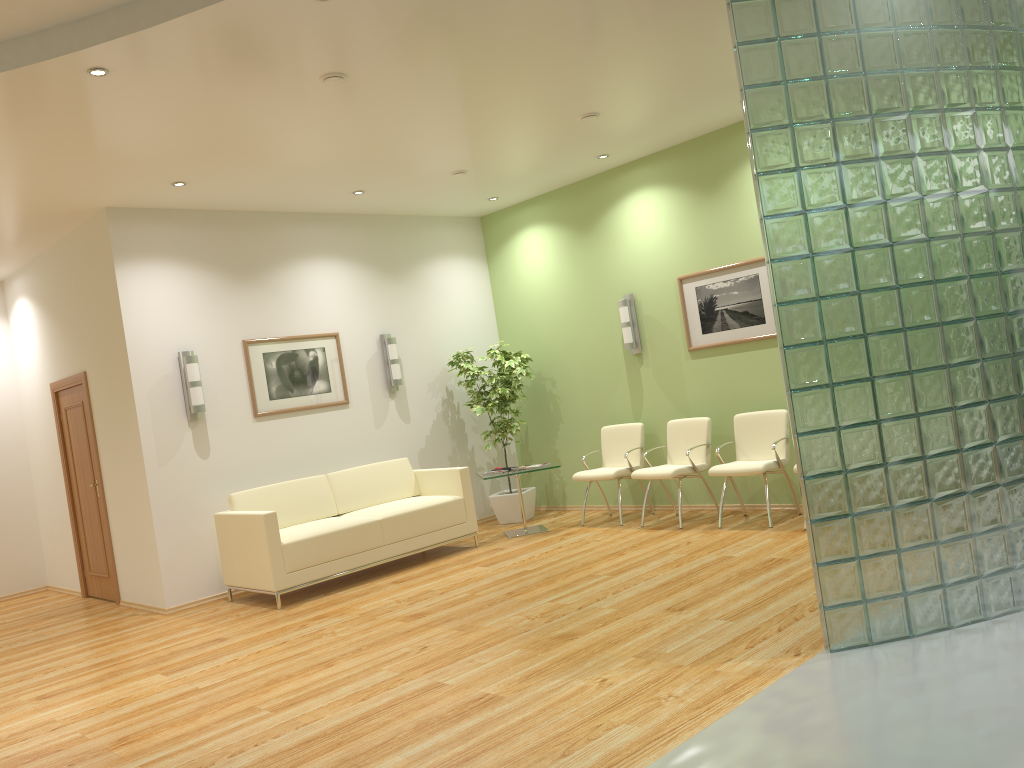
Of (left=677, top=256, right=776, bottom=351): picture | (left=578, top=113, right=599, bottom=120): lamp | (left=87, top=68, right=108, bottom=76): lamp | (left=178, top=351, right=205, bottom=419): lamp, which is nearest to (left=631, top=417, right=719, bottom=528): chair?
(left=677, top=256, right=776, bottom=351): picture

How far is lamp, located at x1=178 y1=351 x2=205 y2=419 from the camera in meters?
7.4

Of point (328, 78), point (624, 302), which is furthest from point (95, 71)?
point (624, 302)

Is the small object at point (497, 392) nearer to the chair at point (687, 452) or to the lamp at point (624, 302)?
the lamp at point (624, 302)

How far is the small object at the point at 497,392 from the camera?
9.1m

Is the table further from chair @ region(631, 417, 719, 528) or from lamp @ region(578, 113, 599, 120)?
lamp @ region(578, 113, 599, 120)

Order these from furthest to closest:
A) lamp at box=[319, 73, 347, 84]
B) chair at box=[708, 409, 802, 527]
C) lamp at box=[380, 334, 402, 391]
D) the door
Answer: lamp at box=[380, 334, 402, 391]
the door
chair at box=[708, 409, 802, 527]
lamp at box=[319, 73, 347, 84]

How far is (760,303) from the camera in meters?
7.6 m

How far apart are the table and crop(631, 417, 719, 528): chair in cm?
88

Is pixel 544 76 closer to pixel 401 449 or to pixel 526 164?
pixel 526 164
